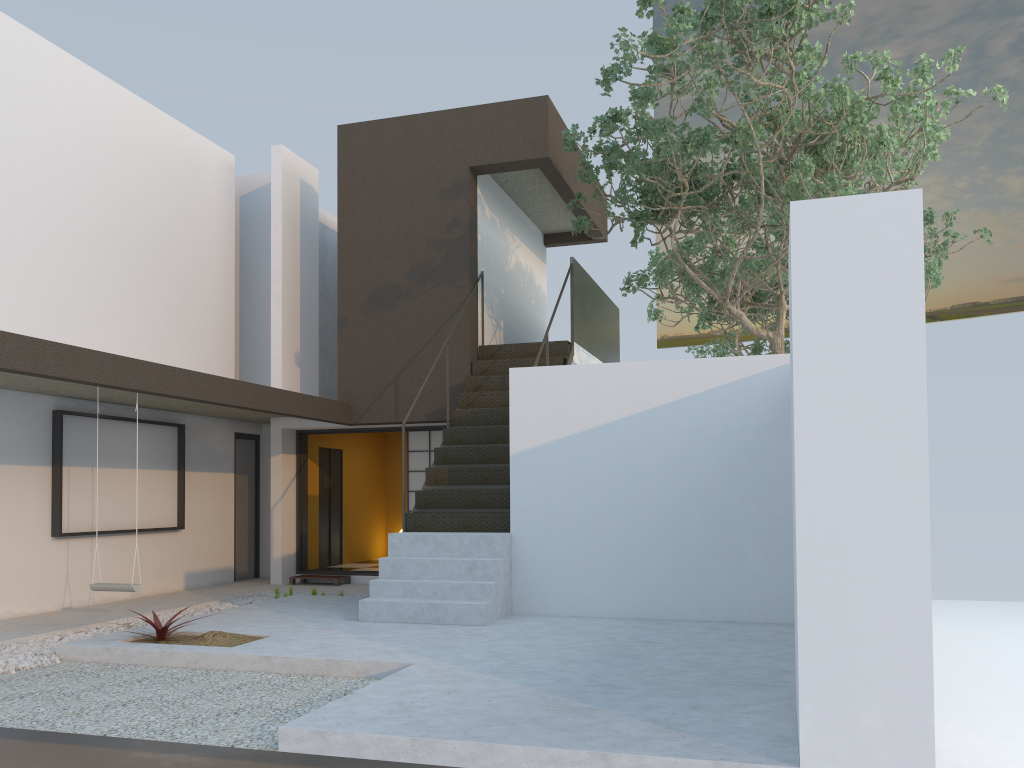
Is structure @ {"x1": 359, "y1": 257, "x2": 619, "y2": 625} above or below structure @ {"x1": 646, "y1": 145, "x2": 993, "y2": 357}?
below

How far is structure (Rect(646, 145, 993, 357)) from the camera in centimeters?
1345cm

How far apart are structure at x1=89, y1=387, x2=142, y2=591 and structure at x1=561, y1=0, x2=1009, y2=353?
5.8 meters

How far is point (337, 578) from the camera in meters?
11.1 m

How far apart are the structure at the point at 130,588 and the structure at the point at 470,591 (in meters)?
1.94

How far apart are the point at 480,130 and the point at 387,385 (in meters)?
3.32

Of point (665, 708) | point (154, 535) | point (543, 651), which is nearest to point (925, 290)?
point (543, 651)

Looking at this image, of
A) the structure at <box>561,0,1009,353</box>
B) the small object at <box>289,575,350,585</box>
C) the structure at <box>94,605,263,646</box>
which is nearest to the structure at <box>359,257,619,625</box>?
the structure at <box>561,0,1009,353</box>

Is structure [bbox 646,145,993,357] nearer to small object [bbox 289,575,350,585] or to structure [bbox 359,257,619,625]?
structure [bbox 359,257,619,625]

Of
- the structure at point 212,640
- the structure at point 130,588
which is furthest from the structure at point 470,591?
the structure at point 130,588
